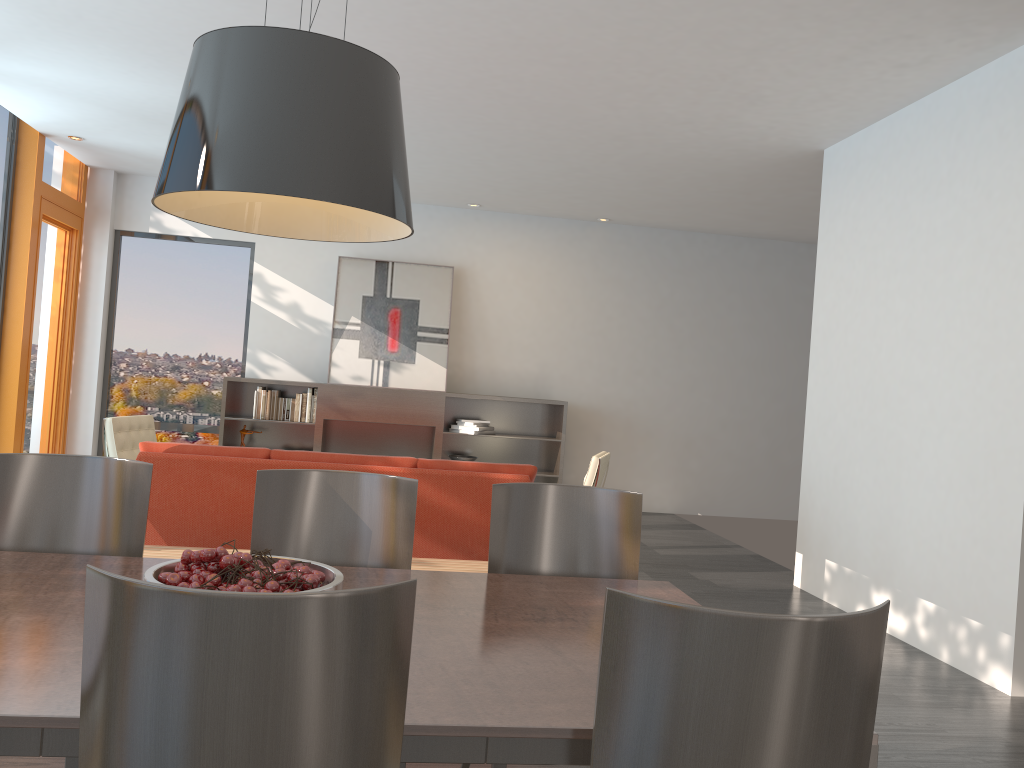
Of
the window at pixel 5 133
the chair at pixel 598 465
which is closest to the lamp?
the chair at pixel 598 465

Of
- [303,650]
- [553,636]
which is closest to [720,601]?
[553,636]

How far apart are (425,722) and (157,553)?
3.2 meters

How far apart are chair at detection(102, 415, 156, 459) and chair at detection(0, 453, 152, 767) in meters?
4.1 m

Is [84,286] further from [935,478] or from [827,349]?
[935,478]

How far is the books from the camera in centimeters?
862cm

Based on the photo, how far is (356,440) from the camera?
8.7 meters

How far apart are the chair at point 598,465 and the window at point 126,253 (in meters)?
4.45

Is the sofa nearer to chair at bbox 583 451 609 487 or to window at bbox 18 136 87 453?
chair at bbox 583 451 609 487

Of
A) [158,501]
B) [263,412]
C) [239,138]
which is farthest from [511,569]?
[263,412]
